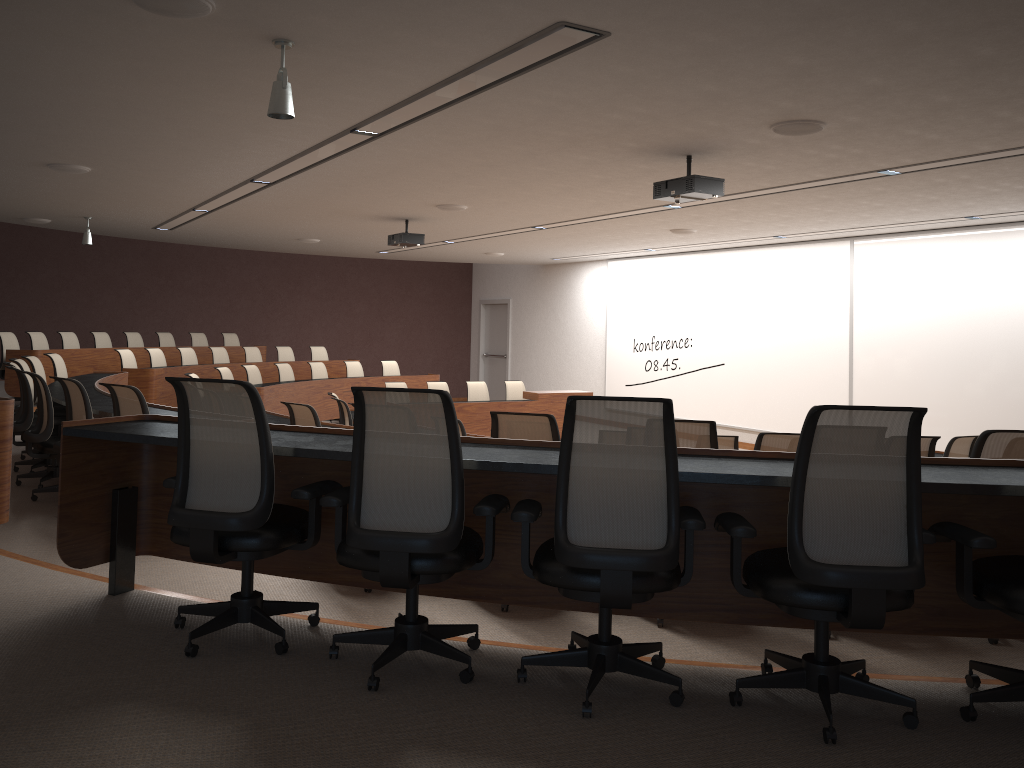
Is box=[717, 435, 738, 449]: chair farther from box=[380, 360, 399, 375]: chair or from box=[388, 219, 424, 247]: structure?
box=[380, 360, 399, 375]: chair

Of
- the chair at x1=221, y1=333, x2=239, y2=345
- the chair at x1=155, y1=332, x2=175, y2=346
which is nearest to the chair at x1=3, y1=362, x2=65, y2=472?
the chair at x1=155, y1=332, x2=175, y2=346

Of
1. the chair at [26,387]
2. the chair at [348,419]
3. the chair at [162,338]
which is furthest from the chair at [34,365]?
the chair at [162,338]

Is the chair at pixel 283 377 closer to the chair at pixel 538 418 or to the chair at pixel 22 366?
the chair at pixel 22 366

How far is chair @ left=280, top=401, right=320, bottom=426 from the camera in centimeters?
662cm

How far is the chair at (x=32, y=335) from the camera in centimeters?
1203cm

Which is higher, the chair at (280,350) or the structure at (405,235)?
the structure at (405,235)

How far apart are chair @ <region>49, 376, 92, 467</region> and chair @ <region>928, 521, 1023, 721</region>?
5.10m

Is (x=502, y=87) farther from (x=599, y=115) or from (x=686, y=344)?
(x=686, y=344)

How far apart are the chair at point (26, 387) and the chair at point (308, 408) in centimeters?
193cm
